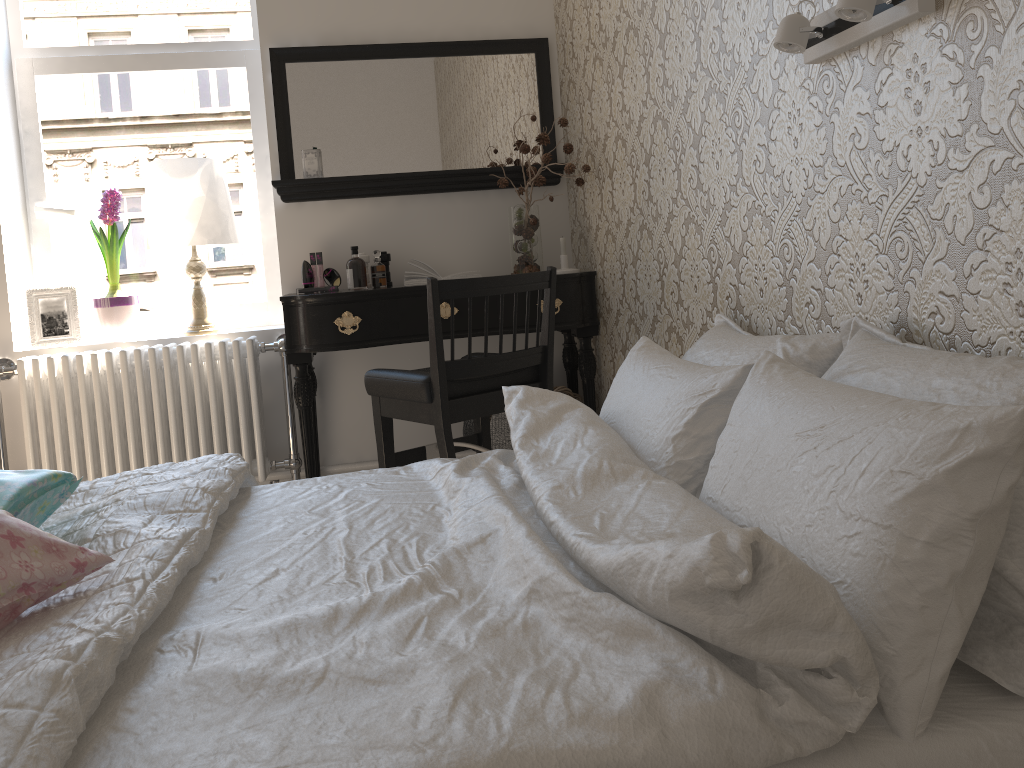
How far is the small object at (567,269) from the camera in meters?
3.1

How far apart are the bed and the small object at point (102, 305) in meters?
1.7 m

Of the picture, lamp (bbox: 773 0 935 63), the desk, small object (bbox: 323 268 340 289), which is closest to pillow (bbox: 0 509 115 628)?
lamp (bbox: 773 0 935 63)

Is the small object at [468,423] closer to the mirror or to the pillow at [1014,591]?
the mirror

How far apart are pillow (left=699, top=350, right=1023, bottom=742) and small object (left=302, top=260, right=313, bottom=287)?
2.2m

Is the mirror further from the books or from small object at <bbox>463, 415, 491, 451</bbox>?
small object at <bbox>463, 415, 491, 451</bbox>

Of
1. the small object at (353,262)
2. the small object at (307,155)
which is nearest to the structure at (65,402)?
the small object at (353,262)

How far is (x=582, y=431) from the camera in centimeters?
160cm

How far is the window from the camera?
3.3m

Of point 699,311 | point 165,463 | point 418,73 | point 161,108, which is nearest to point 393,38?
point 418,73
